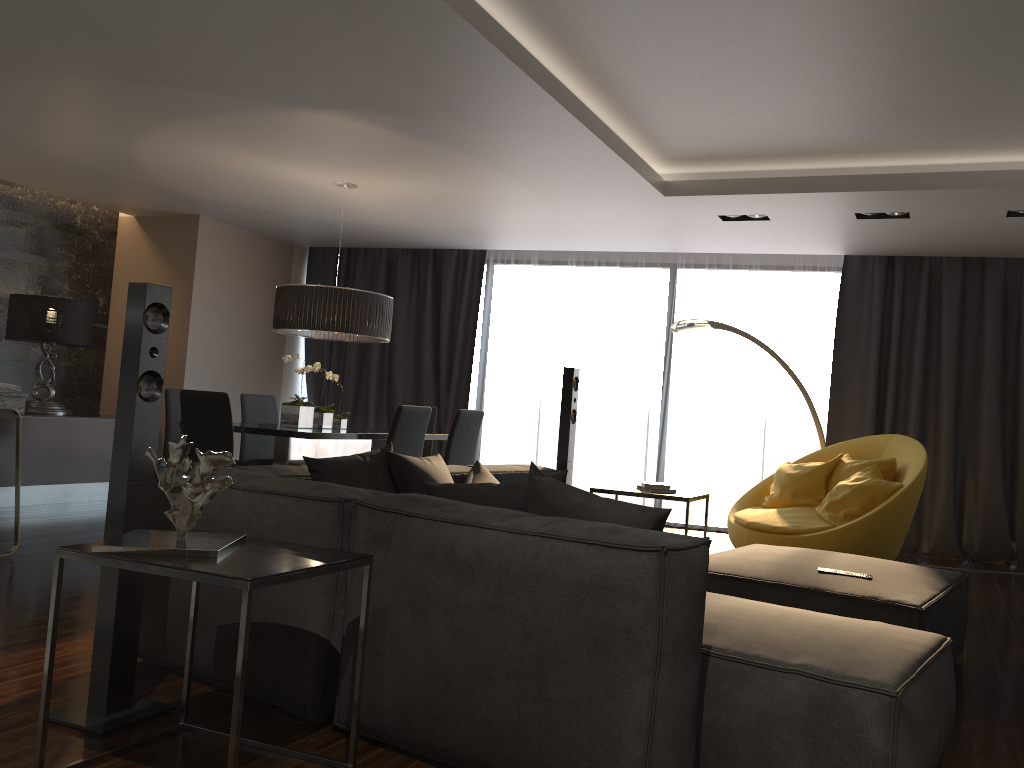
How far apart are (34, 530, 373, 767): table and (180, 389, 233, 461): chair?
2.8m

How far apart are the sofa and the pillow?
0.1 meters

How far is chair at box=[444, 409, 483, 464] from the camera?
6.12m

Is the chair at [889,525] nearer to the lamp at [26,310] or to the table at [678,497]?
the table at [678,497]

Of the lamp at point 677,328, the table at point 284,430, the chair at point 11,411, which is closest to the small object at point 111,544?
the table at point 284,430

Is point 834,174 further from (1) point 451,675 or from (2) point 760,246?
(1) point 451,675

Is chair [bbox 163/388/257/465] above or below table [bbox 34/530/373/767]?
above

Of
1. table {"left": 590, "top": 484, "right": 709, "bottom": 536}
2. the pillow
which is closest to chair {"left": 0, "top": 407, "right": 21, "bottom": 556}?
the pillow

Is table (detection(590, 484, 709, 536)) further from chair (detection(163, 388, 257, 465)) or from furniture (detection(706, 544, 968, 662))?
chair (detection(163, 388, 257, 465))

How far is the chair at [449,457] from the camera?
6.1m
